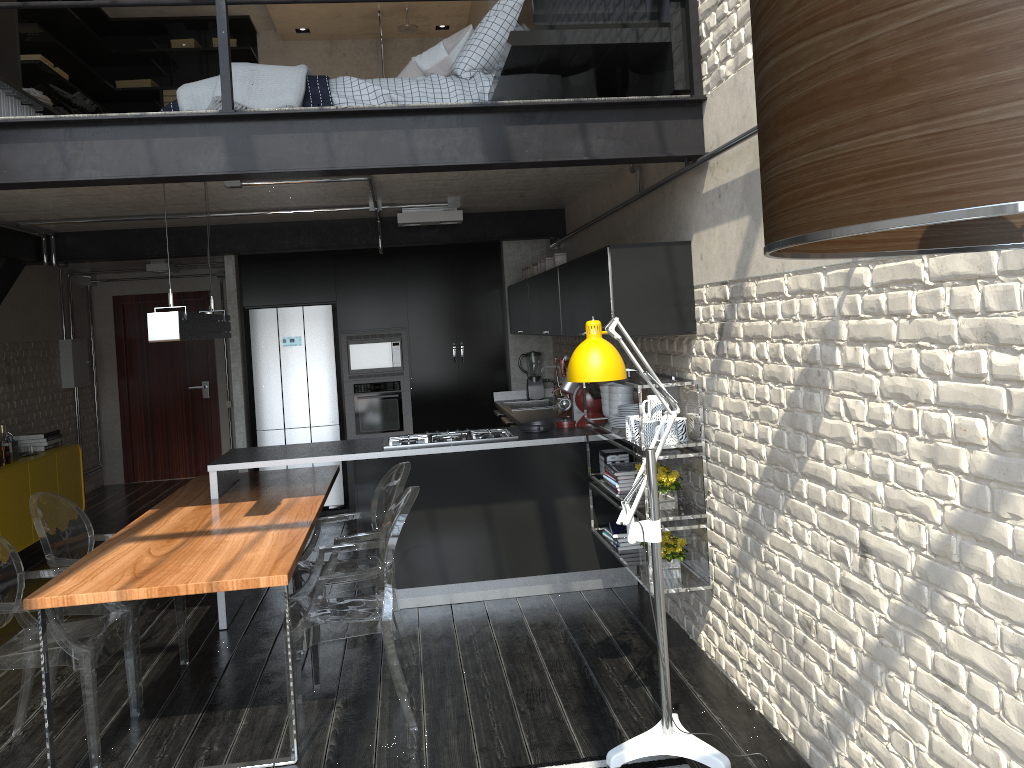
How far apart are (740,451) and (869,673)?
1.1 meters

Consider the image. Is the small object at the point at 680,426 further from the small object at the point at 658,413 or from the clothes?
the clothes

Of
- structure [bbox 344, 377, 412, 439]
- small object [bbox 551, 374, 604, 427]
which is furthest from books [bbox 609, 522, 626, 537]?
structure [bbox 344, 377, 412, 439]

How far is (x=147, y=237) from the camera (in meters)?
6.49

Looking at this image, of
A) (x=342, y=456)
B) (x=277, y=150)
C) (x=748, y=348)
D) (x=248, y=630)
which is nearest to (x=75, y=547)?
(x=248, y=630)

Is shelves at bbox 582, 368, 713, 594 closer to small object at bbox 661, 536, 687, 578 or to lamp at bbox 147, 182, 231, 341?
small object at bbox 661, 536, 687, 578

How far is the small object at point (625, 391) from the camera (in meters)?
4.80

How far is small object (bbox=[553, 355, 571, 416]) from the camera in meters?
6.2 m

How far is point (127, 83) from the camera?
9.9 meters

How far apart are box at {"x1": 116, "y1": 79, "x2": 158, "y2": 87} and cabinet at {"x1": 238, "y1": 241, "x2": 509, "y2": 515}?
3.6m
